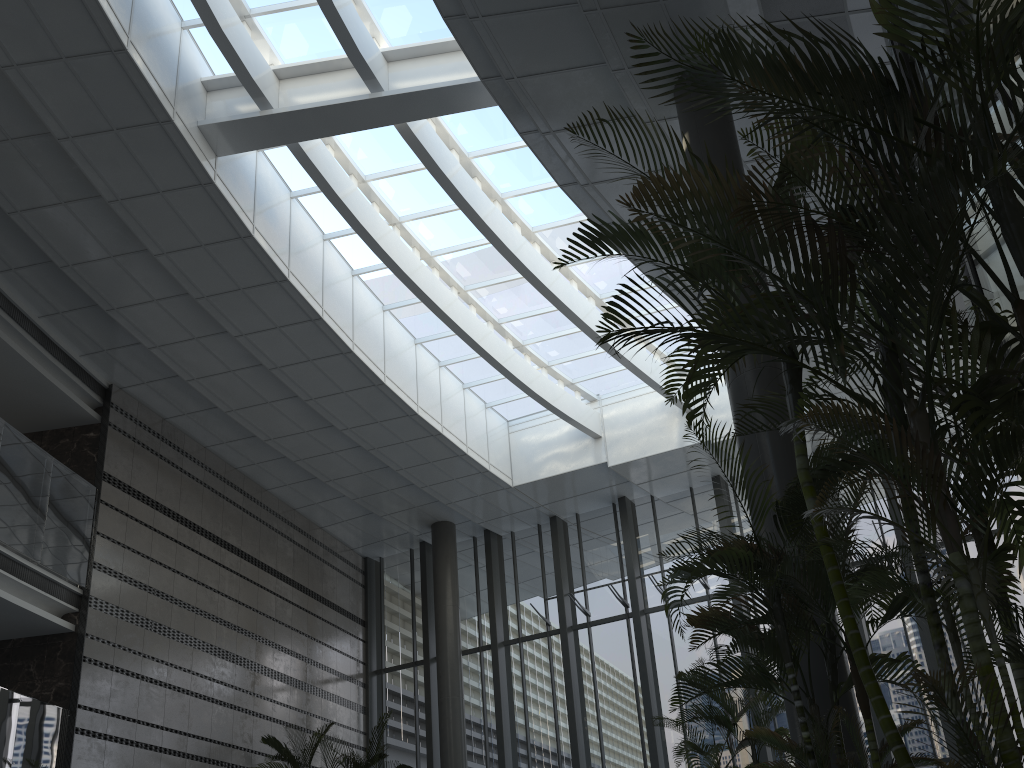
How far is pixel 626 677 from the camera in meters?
13.7 m

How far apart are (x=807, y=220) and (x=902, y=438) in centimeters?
90cm

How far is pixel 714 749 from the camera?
6.32m

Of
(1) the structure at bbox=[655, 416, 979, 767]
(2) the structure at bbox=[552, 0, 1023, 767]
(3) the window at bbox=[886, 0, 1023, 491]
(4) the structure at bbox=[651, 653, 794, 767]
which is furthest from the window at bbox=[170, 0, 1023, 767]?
(1) the structure at bbox=[655, 416, 979, 767]

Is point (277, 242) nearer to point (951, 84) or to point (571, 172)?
point (571, 172)

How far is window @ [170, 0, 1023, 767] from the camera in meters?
11.5

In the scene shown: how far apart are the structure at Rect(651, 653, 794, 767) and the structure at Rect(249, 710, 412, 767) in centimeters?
578cm

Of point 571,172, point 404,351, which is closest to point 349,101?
point 571,172

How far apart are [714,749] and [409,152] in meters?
8.0 m

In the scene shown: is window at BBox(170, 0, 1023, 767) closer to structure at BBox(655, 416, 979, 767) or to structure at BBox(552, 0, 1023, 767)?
structure at BBox(552, 0, 1023, 767)
